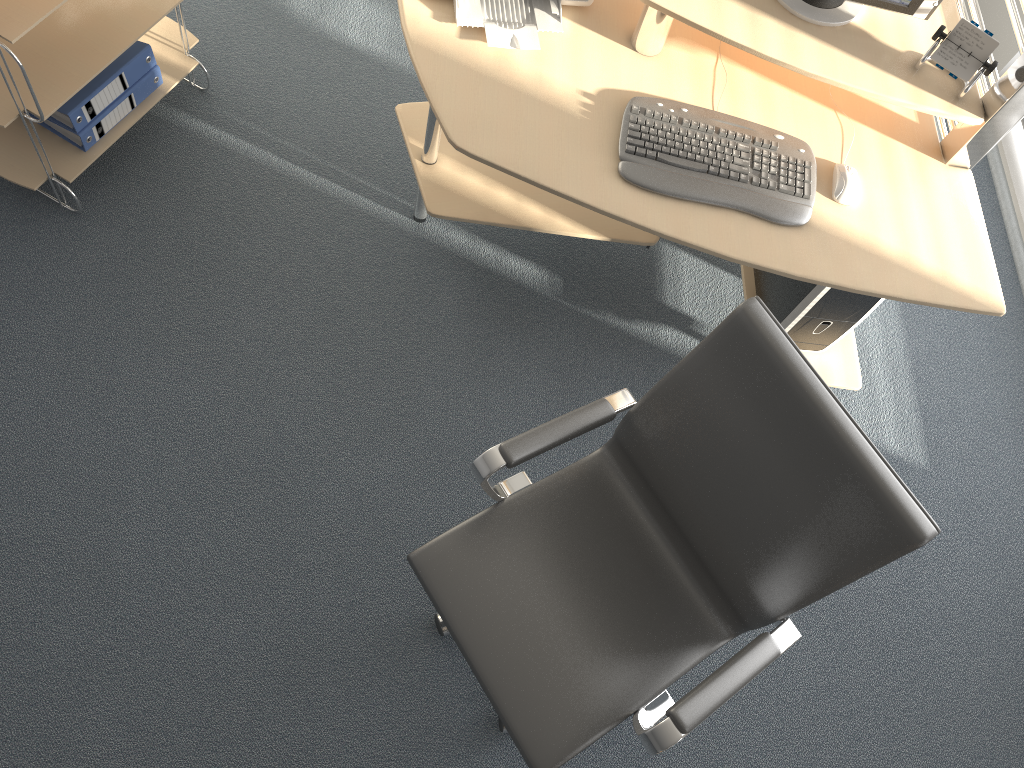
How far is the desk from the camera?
2.0 meters

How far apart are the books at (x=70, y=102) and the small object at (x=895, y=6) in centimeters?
170cm

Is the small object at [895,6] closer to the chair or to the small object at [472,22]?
the small object at [472,22]

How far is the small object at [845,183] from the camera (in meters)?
2.06

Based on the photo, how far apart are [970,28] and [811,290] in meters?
0.7

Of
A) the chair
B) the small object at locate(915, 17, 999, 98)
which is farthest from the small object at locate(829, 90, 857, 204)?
the chair

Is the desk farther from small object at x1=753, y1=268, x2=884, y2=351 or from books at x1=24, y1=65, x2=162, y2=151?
books at x1=24, y1=65, x2=162, y2=151

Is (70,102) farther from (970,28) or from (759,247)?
(970,28)

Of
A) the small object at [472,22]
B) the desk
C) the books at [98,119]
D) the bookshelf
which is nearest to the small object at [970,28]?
the desk

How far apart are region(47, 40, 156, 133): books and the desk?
0.7m
